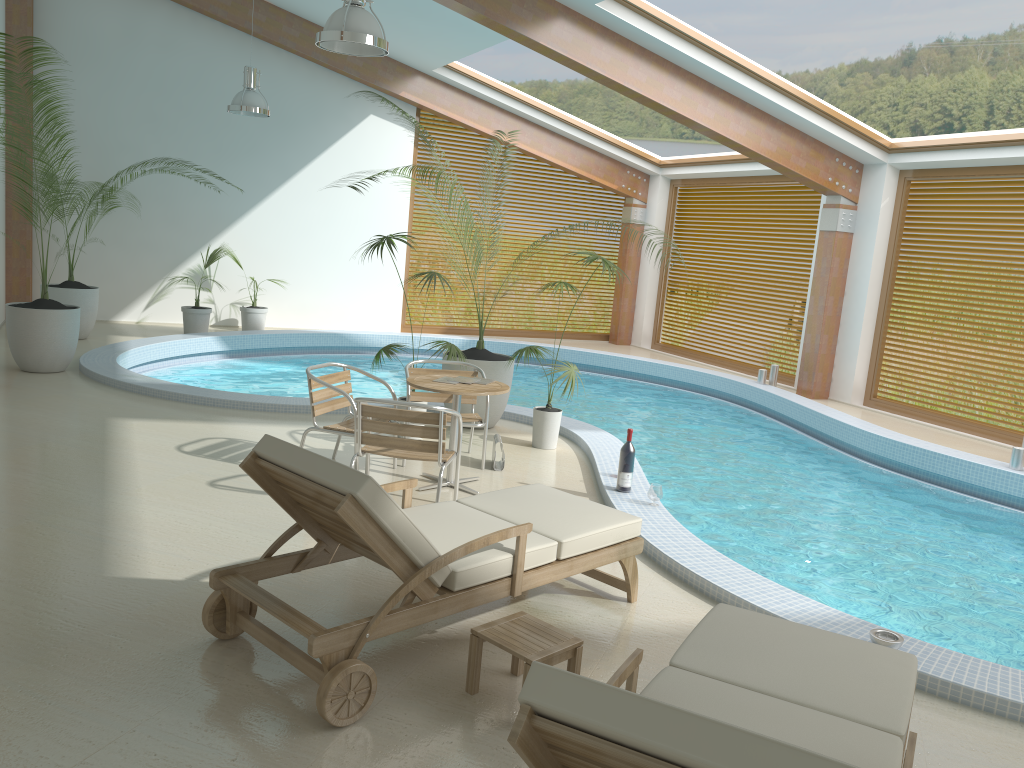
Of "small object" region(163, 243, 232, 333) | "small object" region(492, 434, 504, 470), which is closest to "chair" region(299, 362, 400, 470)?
"small object" region(492, 434, 504, 470)

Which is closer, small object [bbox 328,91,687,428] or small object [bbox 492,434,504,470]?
small object [bbox 492,434,504,470]

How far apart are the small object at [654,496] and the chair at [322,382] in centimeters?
200cm

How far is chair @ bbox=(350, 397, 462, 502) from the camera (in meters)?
5.19

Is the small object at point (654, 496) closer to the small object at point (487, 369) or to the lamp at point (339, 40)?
the small object at point (487, 369)

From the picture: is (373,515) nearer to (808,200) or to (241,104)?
(241,104)

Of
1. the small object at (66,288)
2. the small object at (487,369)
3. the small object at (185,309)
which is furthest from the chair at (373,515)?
the small object at (185,309)

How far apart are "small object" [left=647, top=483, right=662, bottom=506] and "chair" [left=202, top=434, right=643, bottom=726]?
1.3m

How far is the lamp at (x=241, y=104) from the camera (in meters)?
10.47

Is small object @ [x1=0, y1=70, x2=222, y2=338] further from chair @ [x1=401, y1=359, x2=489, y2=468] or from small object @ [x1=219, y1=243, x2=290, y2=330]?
chair @ [x1=401, y1=359, x2=489, y2=468]
